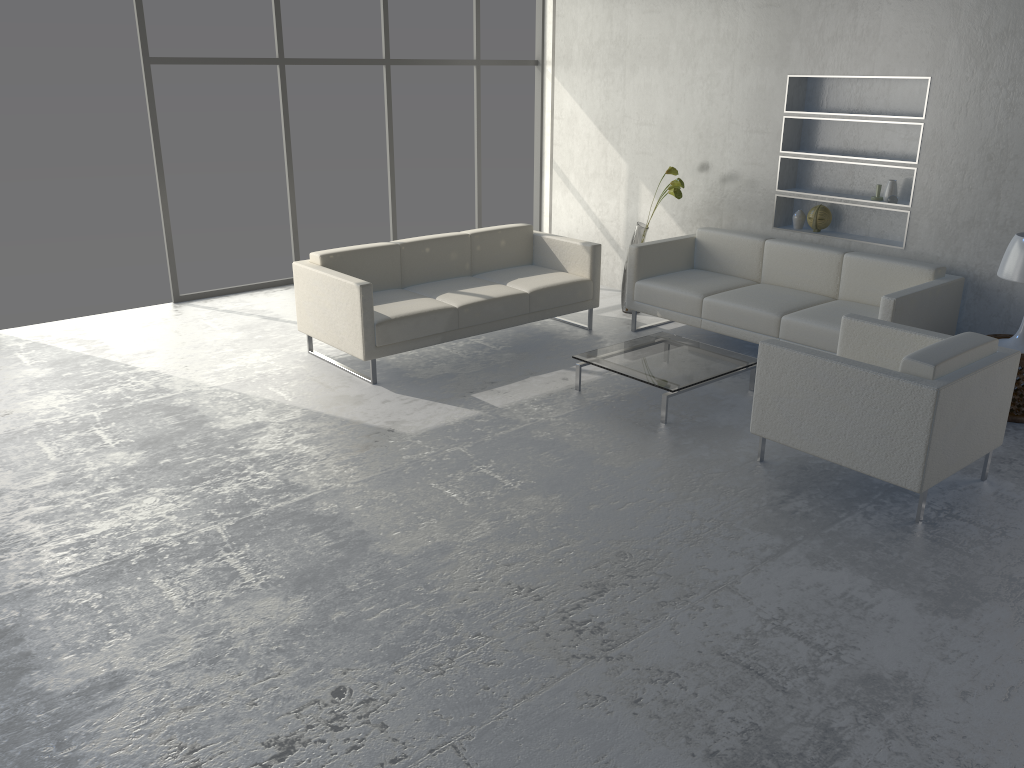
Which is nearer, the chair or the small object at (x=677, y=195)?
the chair

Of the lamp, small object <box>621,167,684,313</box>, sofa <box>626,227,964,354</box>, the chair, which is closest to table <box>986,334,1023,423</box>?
the lamp

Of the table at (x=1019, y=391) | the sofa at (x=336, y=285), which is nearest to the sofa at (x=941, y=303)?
the sofa at (x=336, y=285)

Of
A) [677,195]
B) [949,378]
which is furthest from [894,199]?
[949,378]

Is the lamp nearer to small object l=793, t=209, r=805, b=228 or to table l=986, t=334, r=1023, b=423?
table l=986, t=334, r=1023, b=423

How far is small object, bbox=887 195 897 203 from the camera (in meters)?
5.37

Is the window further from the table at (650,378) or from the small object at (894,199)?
the small object at (894,199)

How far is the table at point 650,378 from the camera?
4.63m

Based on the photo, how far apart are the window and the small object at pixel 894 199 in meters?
4.0 m

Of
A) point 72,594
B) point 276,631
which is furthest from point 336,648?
point 72,594
